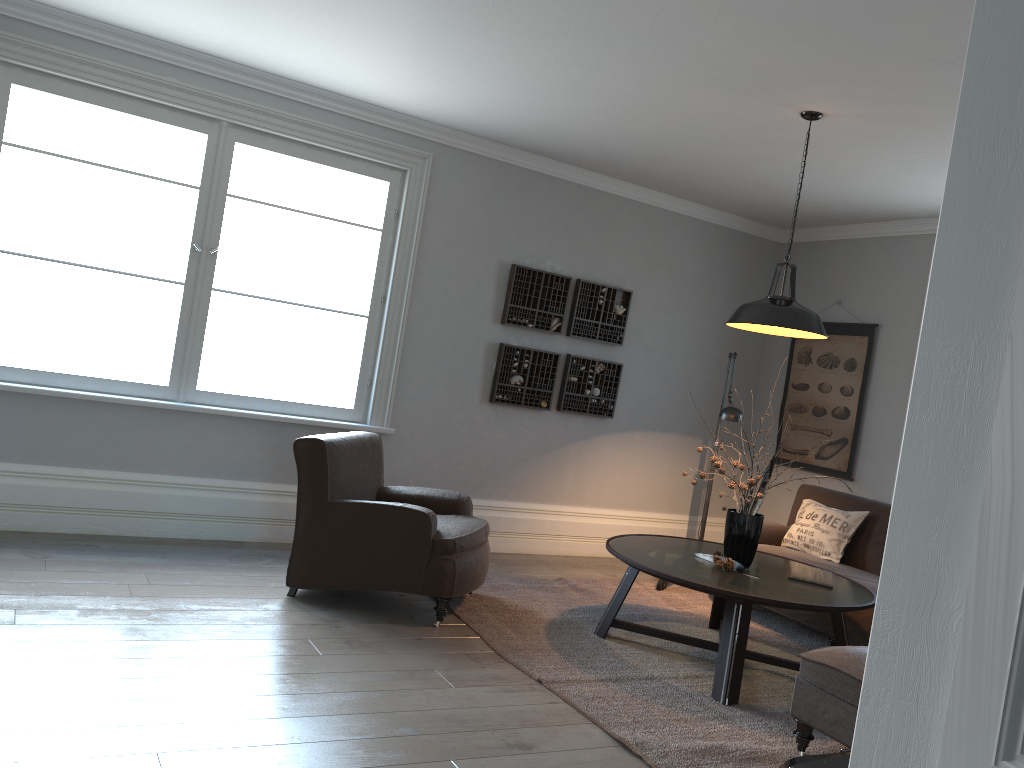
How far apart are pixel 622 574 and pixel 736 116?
3.1m

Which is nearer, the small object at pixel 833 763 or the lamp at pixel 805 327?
the small object at pixel 833 763

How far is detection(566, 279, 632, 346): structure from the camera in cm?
630

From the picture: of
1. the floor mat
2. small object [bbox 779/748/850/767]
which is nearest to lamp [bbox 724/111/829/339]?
the floor mat

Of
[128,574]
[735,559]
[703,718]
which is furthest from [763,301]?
[128,574]

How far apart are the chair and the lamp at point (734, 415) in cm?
155

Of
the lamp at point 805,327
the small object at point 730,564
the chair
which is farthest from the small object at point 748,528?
the chair

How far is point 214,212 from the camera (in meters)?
5.15

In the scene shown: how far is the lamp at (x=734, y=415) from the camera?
5.4m

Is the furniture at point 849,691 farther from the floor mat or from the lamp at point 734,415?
the lamp at point 734,415
